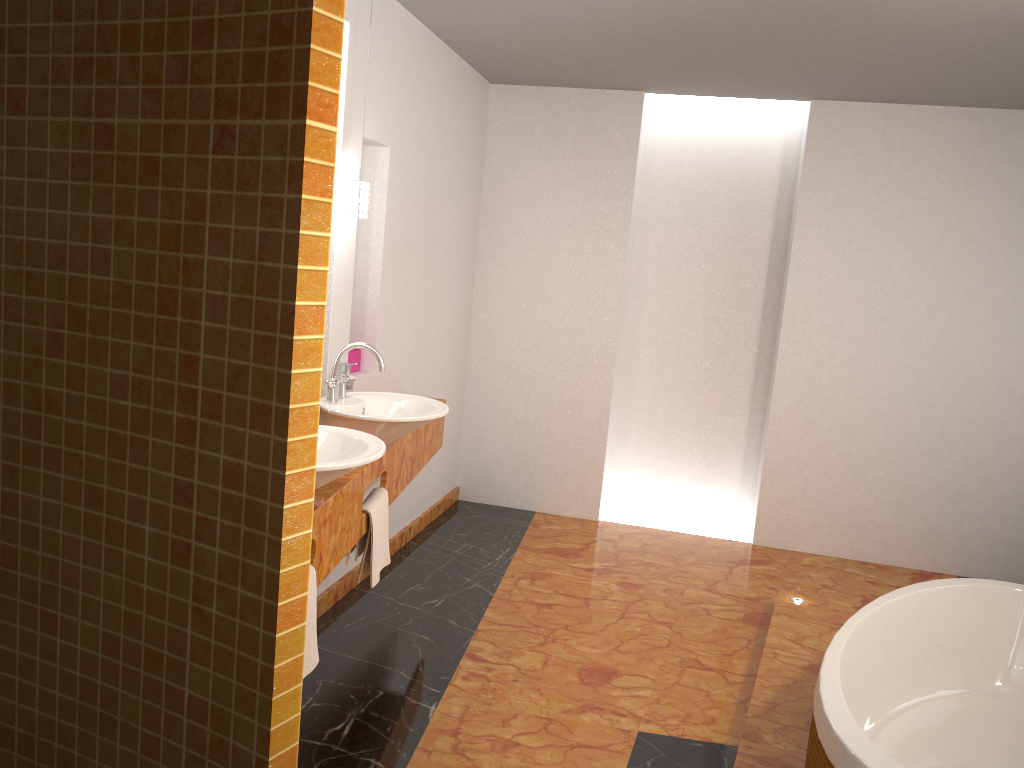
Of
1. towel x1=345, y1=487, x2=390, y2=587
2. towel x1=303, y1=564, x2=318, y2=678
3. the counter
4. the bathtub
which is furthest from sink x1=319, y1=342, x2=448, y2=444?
the bathtub

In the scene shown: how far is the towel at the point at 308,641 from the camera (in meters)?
2.29

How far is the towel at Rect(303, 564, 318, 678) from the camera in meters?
2.3

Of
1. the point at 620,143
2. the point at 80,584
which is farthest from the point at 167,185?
the point at 620,143

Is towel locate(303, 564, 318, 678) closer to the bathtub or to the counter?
the counter

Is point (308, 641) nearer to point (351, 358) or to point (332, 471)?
point (332, 471)

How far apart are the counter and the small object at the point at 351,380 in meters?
0.3

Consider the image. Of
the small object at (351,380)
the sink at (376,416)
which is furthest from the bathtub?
the small object at (351,380)

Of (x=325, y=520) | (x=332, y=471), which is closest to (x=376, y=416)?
(x=325, y=520)

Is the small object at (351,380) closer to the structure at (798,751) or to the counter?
the counter
